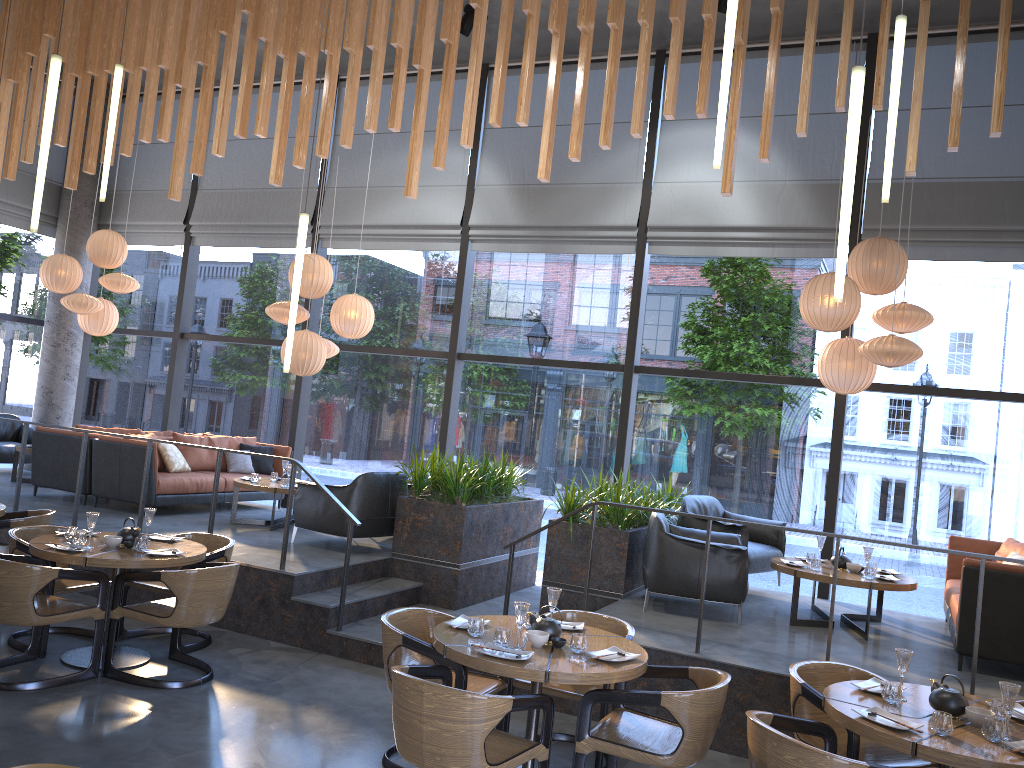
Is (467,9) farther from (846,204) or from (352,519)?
(846,204)

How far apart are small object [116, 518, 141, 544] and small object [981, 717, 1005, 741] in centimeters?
503cm

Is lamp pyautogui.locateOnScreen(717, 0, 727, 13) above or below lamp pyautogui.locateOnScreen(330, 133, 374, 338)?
above

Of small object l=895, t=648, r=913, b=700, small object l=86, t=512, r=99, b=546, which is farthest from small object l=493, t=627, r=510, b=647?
small object l=86, t=512, r=99, b=546

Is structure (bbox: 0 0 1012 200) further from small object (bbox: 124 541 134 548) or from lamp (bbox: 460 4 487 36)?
small object (bbox: 124 541 134 548)

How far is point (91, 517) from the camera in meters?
5.7 m

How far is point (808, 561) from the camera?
7.2 meters

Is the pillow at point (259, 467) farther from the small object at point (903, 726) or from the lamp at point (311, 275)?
the small object at point (903, 726)

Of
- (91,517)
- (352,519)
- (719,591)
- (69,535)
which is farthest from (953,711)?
(69,535)

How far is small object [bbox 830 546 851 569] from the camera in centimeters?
702cm
